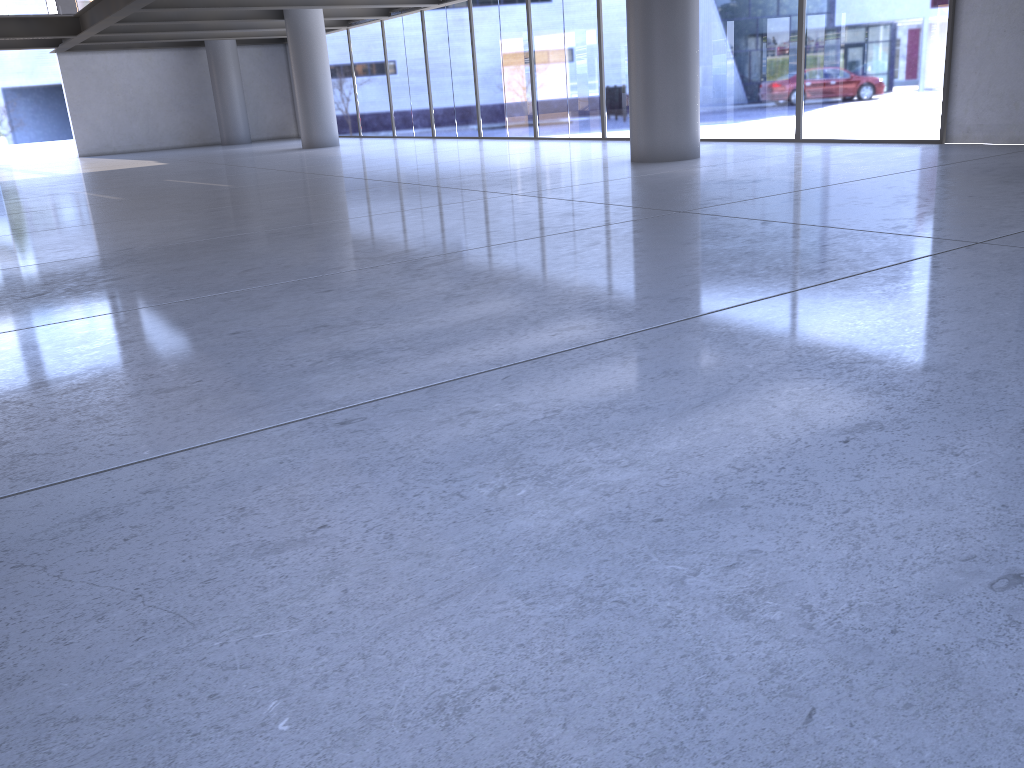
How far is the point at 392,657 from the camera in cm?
151
